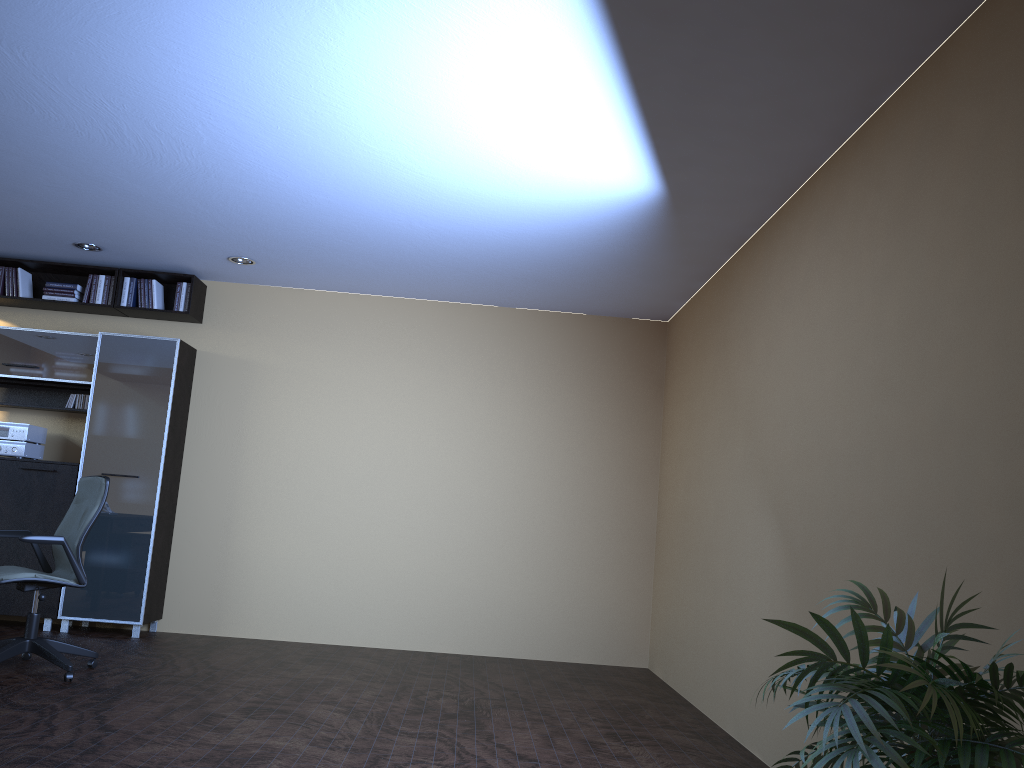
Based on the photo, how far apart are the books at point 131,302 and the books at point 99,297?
0.26m

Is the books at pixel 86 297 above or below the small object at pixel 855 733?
above

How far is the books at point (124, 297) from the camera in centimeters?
744cm

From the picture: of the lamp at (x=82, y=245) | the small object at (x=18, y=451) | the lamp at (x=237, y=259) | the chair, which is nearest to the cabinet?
the small object at (x=18, y=451)

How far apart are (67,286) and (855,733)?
7.48m

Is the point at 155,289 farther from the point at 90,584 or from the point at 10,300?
the point at 90,584

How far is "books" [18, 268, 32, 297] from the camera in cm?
745

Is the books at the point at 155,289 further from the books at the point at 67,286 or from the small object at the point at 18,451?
the small object at the point at 18,451

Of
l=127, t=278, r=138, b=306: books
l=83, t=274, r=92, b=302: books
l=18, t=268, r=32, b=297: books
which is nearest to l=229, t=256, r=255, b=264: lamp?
l=127, t=278, r=138, b=306: books

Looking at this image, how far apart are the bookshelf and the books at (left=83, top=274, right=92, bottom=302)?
0.1 meters
